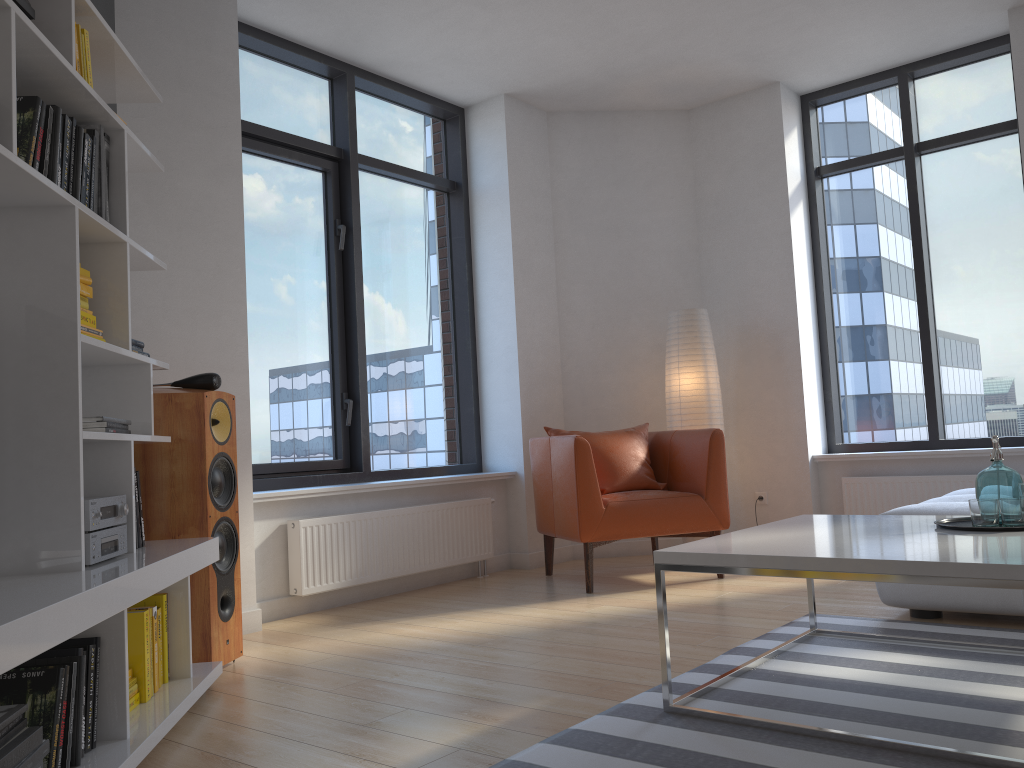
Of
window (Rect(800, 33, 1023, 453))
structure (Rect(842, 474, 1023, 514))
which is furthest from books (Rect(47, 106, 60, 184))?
window (Rect(800, 33, 1023, 453))

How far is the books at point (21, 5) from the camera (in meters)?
2.16

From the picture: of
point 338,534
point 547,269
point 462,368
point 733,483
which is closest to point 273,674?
point 338,534

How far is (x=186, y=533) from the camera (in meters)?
3.13

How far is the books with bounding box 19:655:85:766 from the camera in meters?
2.0

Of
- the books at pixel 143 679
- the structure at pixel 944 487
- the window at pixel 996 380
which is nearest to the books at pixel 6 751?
the books at pixel 143 679

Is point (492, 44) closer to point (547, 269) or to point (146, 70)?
point (547, 269)

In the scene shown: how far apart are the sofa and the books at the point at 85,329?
2.9 meters

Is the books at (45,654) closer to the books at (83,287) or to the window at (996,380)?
the books at (83,287)

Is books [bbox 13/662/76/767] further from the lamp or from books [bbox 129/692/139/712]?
the lamp
